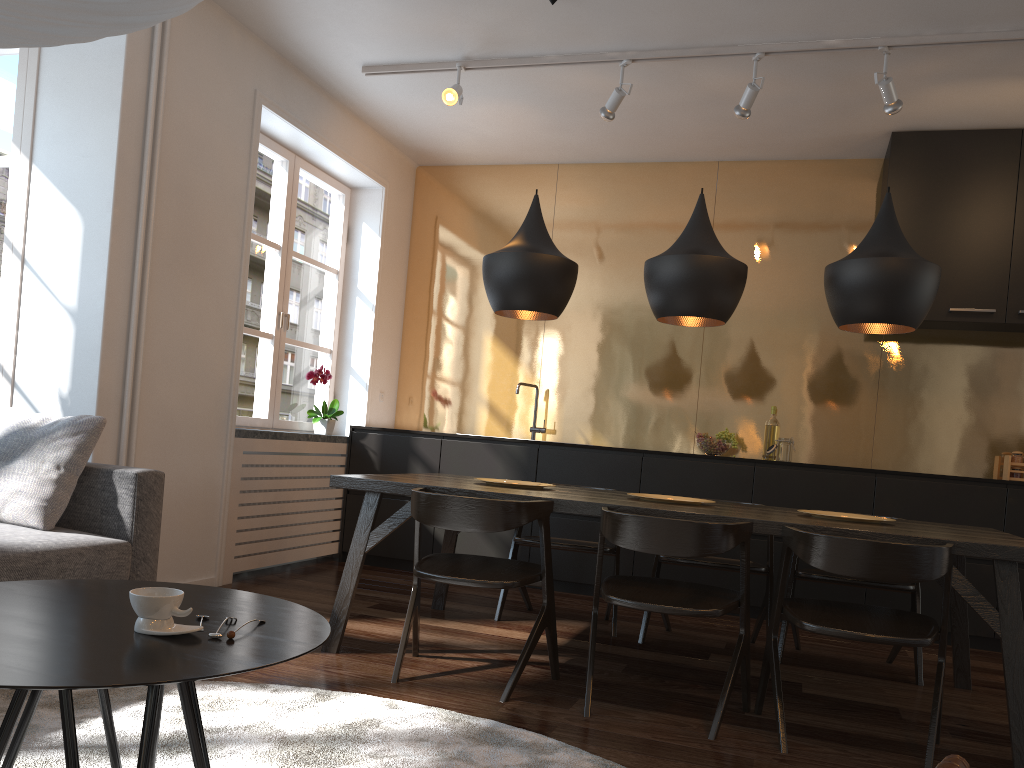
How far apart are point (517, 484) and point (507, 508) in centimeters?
69cm

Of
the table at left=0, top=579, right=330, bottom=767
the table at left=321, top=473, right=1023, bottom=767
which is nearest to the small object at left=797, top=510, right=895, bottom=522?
the table at left=321, top=473, right=1023, bottom=767

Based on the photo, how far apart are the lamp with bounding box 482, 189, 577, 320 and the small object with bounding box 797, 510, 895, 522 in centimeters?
130cm

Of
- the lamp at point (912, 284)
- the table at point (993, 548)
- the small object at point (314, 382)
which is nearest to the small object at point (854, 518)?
the table at point (993, 548)

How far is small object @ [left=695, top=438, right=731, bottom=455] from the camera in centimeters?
512cm

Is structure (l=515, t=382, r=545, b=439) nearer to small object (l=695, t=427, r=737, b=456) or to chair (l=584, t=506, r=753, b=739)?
small object (l=695, t=427, r=737, b=456)

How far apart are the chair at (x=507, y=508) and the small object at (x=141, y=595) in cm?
139

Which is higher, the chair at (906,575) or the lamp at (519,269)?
the lamp at (519,269)

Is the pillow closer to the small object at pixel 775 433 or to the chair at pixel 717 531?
the chair at pixel 717 531

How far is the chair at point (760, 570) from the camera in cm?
384
